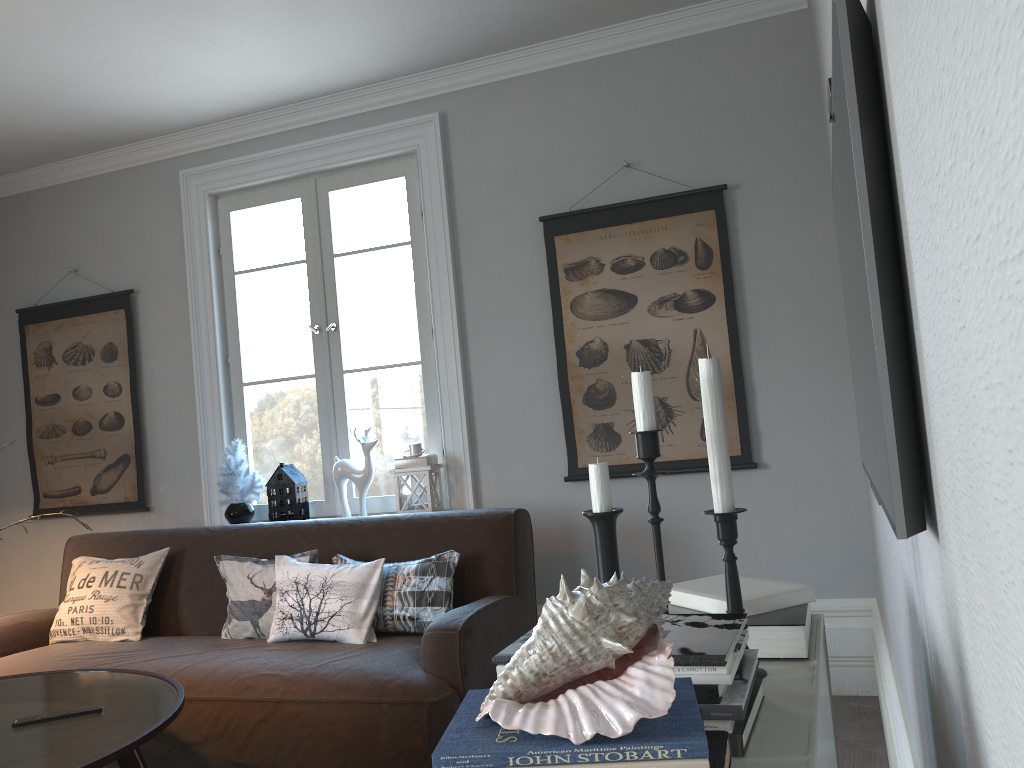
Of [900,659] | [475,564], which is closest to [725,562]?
[900,659]

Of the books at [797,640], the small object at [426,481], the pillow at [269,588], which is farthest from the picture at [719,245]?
the books at [797,640]

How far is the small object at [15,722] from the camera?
2.2m

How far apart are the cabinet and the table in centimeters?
147cm

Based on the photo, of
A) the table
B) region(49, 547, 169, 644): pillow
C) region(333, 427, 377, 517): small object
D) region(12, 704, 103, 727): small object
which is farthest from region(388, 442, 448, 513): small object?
region(12, 704, 103, 727): small object

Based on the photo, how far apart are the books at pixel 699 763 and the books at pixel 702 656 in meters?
0.2 m

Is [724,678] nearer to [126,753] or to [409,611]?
[126,753]

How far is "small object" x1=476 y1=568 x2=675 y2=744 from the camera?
0.77m

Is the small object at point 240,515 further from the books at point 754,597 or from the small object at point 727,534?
the small object at point 727,534

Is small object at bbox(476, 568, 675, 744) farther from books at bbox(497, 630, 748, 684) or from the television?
the television
